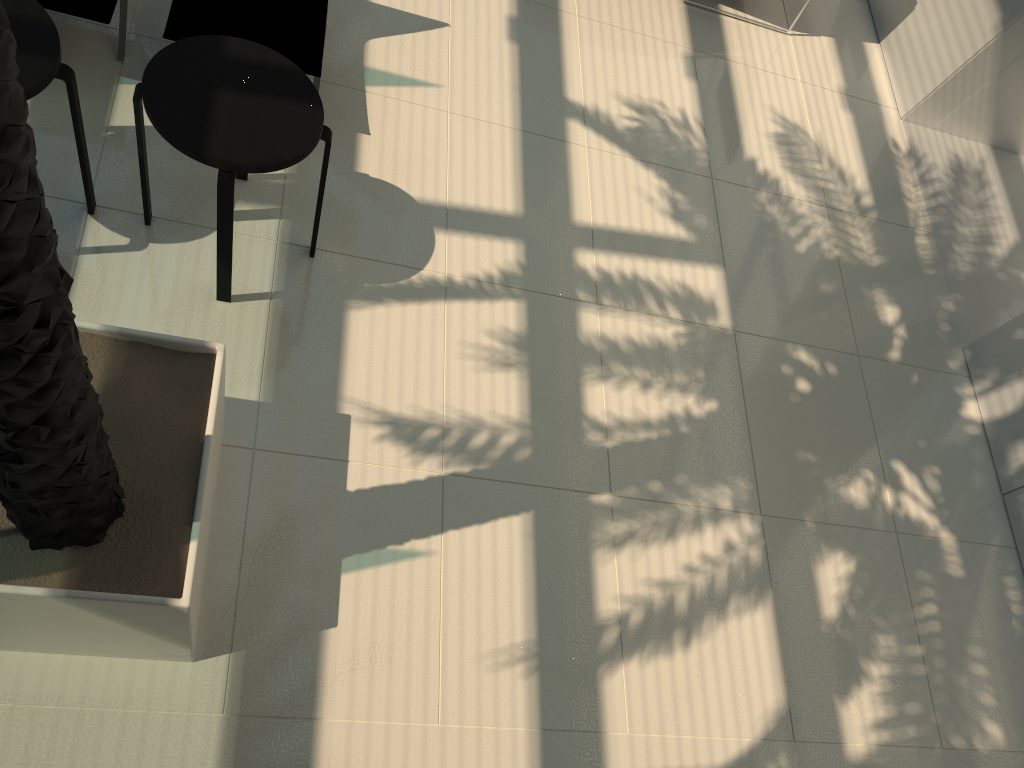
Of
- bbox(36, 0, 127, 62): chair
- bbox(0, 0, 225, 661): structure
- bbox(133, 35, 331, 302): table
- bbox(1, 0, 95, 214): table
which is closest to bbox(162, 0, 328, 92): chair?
bbox(36, 0, 127, 62): chair

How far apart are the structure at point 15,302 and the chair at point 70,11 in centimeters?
193cm

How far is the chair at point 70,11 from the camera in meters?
4.1

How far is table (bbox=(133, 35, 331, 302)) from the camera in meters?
3.5 m

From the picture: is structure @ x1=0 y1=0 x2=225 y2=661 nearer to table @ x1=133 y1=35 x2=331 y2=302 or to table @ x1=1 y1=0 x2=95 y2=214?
table @ x1=133 y1=35 x2=331 y2=302

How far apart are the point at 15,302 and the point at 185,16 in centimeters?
318cm

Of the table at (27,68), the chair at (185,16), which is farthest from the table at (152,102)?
the chair at (185,16)

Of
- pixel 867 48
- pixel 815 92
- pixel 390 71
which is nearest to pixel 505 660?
pixel 390 71

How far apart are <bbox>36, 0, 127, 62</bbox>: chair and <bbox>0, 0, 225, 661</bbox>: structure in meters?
1.9

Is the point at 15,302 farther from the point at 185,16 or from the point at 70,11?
the point at 185,16
